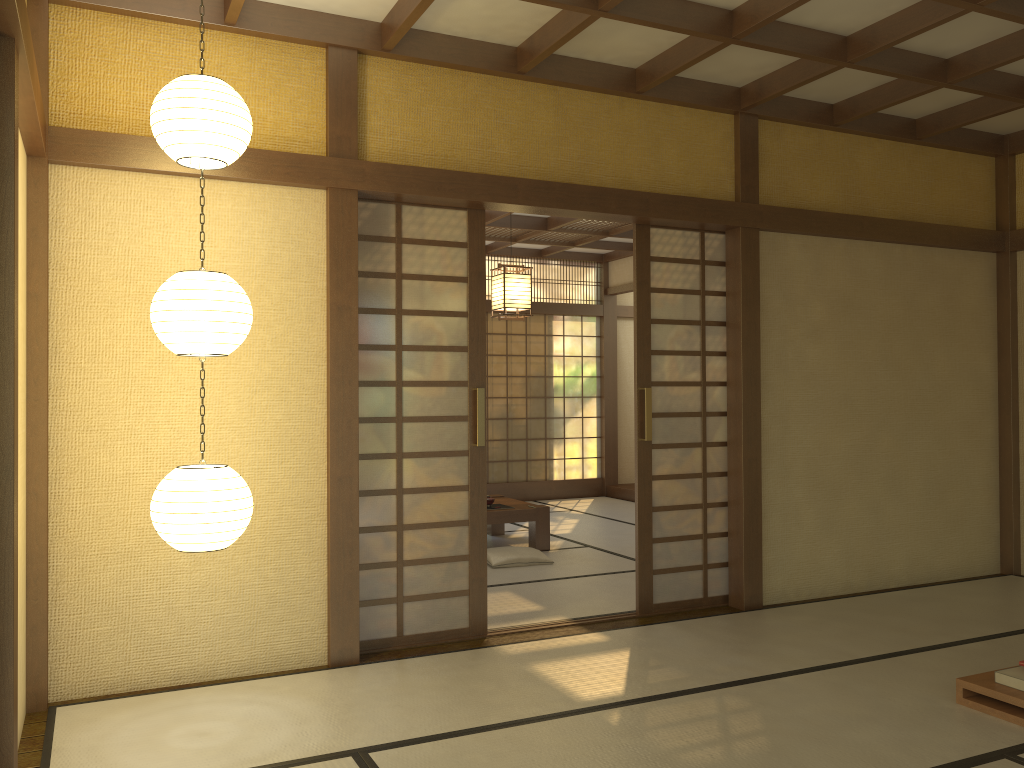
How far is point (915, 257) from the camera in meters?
5.9 m

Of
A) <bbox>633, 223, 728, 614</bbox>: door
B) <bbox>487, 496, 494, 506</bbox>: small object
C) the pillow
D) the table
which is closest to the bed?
<bbox>633, 223, 728, 614</bbox>: door

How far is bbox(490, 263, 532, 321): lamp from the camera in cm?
622

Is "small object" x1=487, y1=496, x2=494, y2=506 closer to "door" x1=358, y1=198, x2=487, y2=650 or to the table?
the table

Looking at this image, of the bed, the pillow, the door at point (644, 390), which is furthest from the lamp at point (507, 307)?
the bed

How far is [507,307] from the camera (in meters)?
6.22

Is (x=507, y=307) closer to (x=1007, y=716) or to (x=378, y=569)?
(x=378, y=569)

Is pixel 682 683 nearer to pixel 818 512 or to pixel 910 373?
pixel 818 512

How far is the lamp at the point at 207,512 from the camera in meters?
3.1 m

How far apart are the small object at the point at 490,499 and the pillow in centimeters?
54cm
